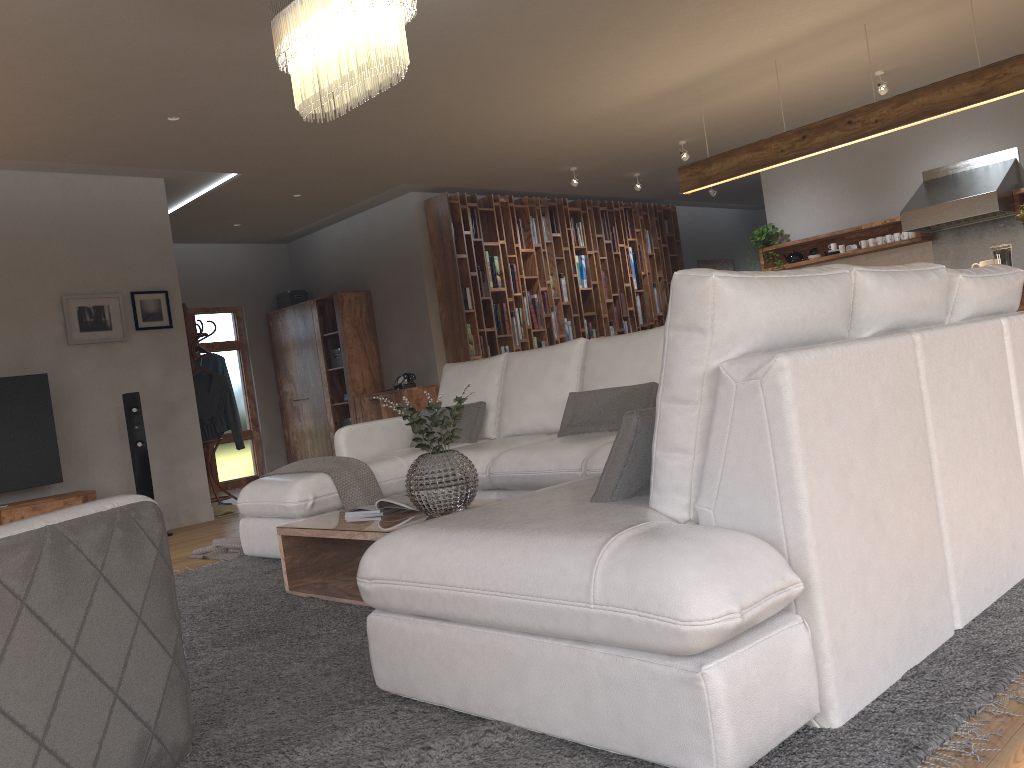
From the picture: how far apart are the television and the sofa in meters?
2.2 m

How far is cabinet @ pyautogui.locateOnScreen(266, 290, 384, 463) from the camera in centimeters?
940cm

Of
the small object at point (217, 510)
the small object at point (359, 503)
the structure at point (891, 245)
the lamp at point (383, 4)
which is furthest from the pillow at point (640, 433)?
the structure at point (891, 245)

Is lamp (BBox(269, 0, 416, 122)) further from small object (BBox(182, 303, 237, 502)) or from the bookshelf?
the bookshelf

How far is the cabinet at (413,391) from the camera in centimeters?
873cm

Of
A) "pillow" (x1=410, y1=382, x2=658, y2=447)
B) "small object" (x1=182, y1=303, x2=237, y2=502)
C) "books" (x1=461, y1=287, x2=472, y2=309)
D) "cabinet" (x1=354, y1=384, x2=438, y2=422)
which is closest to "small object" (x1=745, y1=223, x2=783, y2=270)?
"books" (x1=461, y1=287, x2=472, y2=309)

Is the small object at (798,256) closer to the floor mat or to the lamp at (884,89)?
the lamp at (884,89)

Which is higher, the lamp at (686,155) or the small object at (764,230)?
the lamp at (686,155)

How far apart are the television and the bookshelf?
3.4 meters

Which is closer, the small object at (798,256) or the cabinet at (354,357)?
the small object at (798,256)
